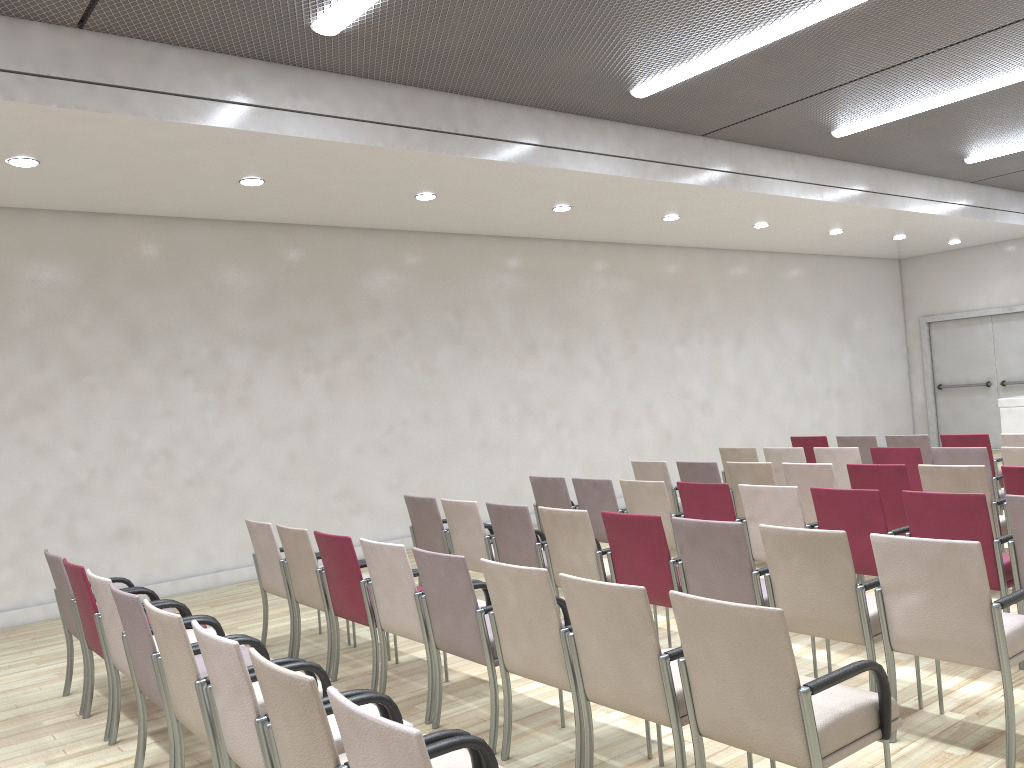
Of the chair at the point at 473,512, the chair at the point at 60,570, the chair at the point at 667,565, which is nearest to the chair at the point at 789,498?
the chair at the point at 667,565

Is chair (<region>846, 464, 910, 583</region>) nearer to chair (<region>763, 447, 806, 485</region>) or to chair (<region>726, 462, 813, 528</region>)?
chair (<region>726, 462, 813, 528</region>)

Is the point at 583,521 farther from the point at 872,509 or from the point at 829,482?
the point at 829,482

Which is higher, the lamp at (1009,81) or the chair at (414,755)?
the lamp at (1009,81)

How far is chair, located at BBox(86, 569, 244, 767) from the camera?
4.1m

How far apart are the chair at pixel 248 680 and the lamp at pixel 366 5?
3.8 meters

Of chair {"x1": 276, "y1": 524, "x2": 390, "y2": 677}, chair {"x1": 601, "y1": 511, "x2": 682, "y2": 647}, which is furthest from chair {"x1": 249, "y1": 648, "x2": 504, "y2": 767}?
chair {"x1": 276, "y1": 524, "x2": 390, "y2": 677}

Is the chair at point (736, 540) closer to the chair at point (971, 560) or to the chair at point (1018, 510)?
the chair at point (971, 560)

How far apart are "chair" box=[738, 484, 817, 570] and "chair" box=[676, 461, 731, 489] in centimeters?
171cm

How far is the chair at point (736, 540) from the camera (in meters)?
4.27
